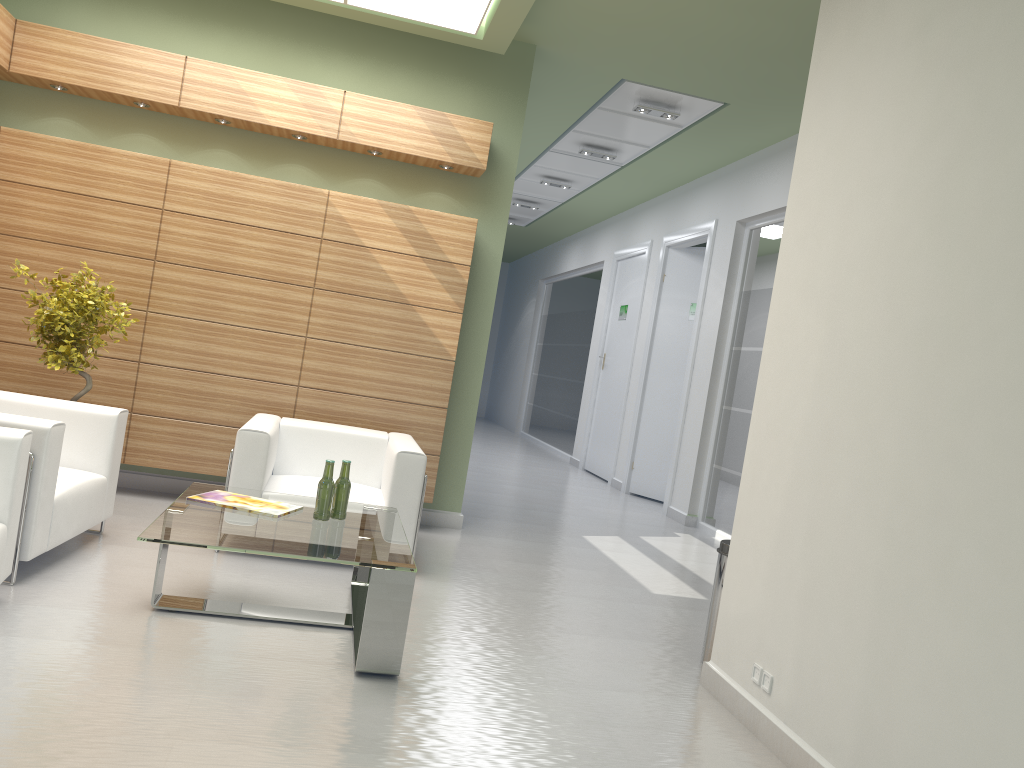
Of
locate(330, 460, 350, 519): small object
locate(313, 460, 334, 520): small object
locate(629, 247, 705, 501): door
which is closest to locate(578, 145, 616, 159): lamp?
locate(629, 247, 705, 501): door

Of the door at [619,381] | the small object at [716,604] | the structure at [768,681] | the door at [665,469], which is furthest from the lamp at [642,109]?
the structure at [768,681]

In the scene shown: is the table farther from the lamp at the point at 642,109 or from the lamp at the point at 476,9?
the lamp at the point at 642,109

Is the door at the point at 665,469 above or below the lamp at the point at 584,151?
below

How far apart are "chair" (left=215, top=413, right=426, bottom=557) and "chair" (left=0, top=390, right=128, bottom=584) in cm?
102

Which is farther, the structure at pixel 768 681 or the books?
the books

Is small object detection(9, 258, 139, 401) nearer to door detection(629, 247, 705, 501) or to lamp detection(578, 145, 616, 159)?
lamp detection(578, 145, 616, 159)

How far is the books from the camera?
6.85m

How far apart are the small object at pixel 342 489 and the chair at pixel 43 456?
2.13m

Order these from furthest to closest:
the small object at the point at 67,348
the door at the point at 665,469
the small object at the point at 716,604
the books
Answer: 1. the door at the point at 665,469
2. the small object at the point at 67,348
3. the small object at the point at 716,604
4. the books
